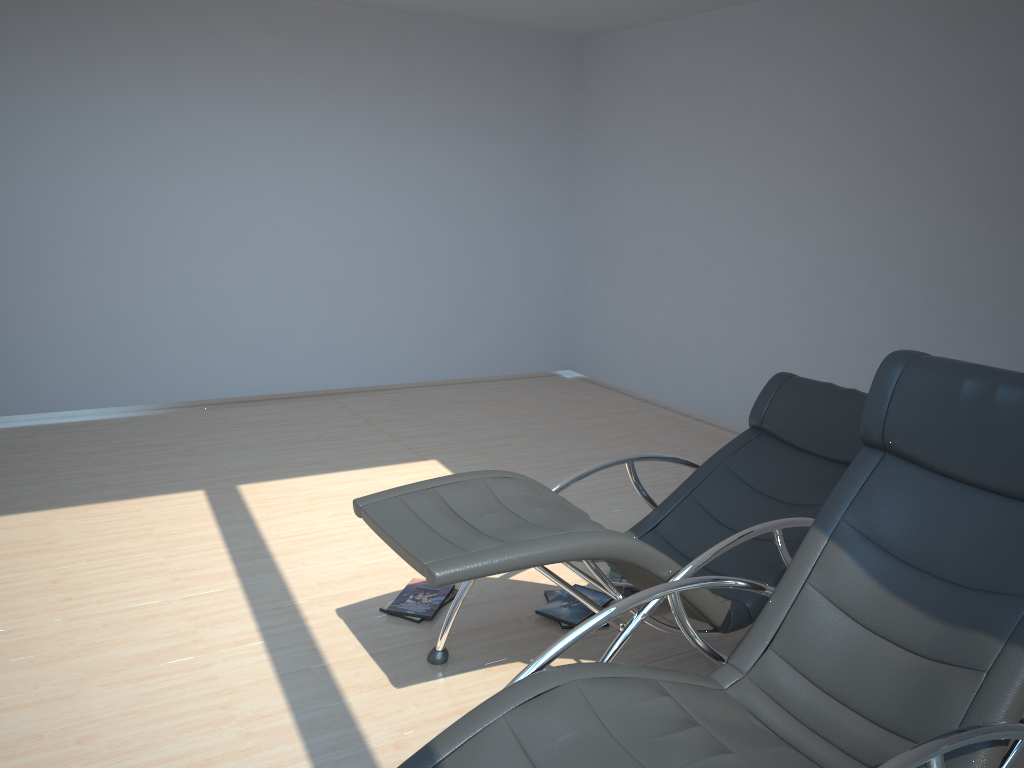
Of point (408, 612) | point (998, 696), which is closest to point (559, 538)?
point (998, 696)

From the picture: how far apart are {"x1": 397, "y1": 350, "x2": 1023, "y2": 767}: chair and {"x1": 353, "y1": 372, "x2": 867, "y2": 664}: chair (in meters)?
0.21

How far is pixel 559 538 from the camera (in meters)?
2.47

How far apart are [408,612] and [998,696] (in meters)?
2.14

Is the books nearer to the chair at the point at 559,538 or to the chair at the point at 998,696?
the chair at the point at 559,538

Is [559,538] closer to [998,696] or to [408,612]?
[998,696]

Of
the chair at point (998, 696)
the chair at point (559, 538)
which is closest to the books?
the chair at point (559, 538)

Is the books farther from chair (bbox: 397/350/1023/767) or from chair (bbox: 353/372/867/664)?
chair (bbox: 397/350/1023/767)

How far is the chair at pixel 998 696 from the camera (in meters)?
1.91

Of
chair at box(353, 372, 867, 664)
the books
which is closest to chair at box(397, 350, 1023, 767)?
chair at box(353, 372, 867, 664)
